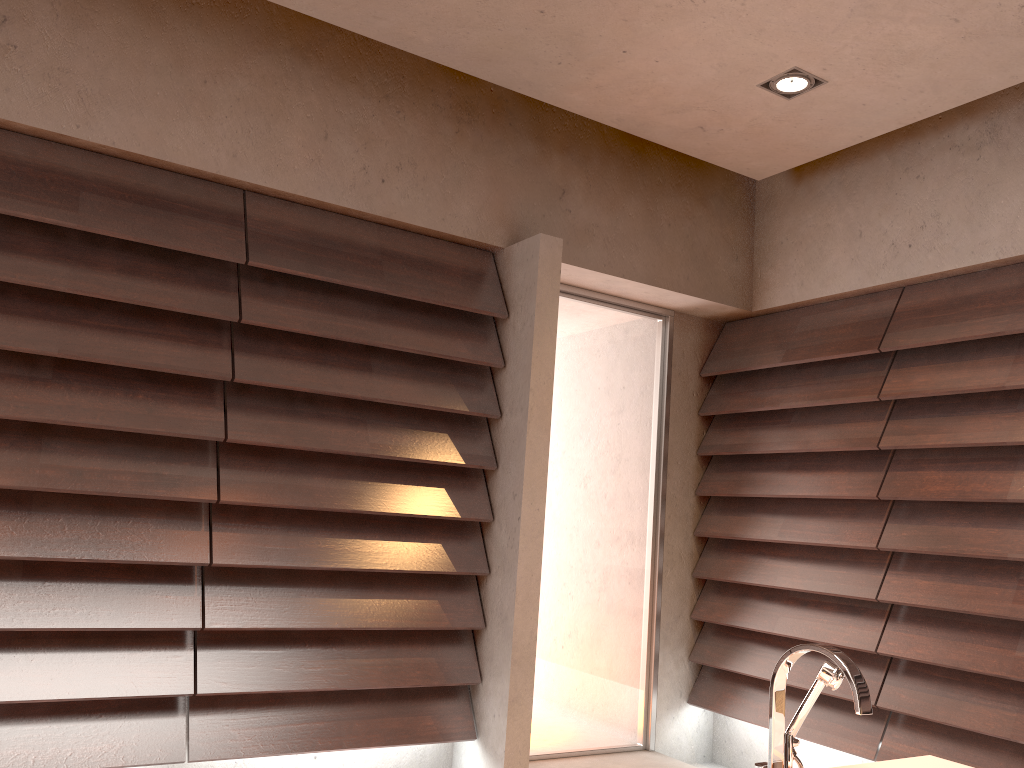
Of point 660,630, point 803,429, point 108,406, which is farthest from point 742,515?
point 108,406

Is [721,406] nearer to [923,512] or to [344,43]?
[923,512]

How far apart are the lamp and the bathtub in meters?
2.0

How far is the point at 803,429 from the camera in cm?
375

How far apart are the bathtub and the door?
1.9m

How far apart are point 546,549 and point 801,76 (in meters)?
2.07

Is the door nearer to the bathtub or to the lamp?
the lamp

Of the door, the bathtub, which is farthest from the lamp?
the bathtub

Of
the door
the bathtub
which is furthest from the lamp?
the bathtub

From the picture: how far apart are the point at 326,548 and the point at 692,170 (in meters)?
2.35
